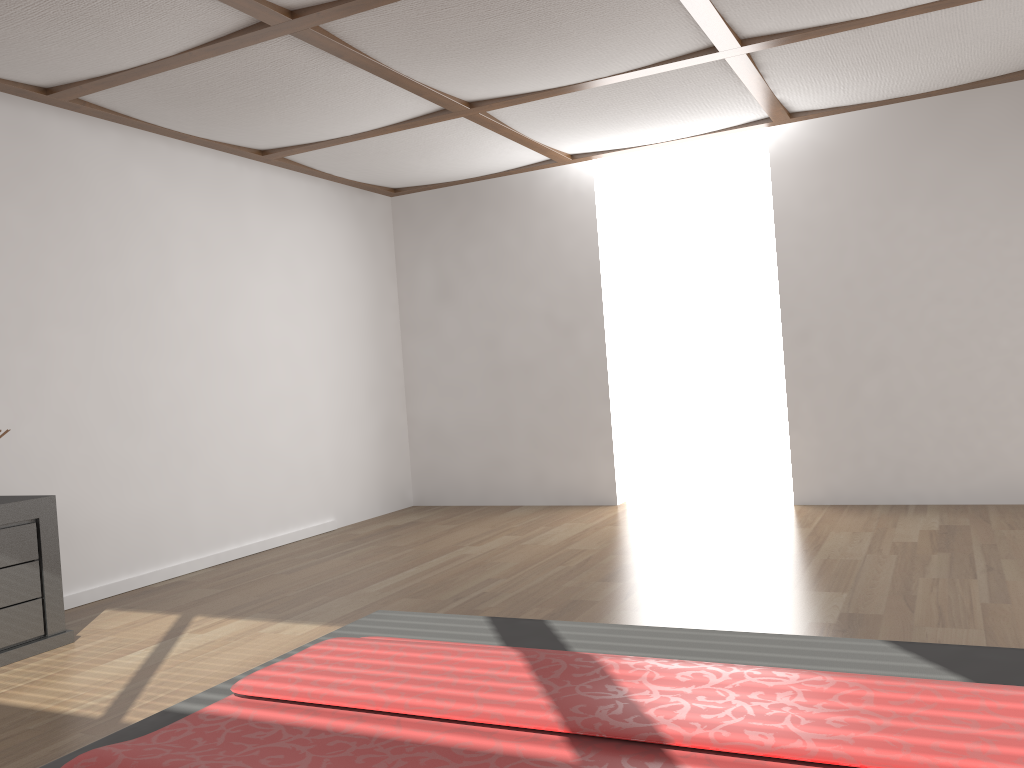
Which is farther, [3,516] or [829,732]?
[3,516]

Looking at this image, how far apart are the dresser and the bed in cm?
182

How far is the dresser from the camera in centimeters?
341cm

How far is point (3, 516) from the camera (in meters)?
3.41

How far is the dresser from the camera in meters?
3.4

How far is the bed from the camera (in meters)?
1.37

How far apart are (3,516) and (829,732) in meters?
3.2

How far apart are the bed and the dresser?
1.8m

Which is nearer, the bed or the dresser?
the bed

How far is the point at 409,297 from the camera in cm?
694
